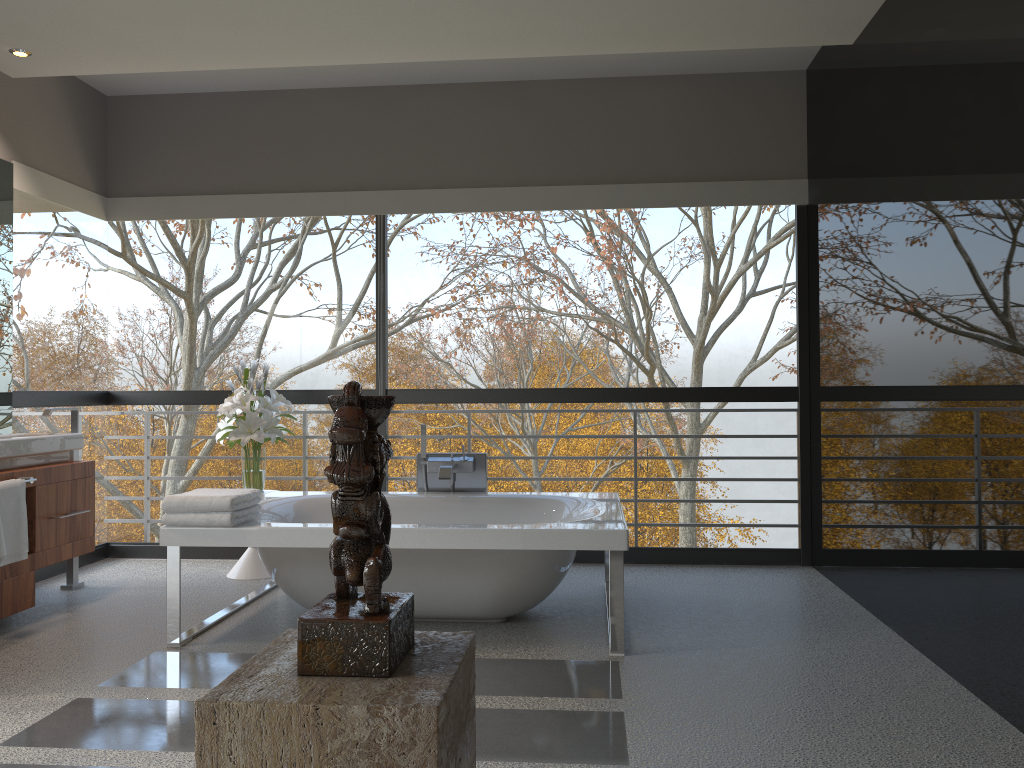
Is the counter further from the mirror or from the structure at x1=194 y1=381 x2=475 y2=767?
the structure at x1=194 y1=381 x2=475 y2=767

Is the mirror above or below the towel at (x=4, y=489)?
above

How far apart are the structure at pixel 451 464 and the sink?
1.8 meters

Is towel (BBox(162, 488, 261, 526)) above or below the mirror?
below

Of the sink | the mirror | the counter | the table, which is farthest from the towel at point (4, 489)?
the table

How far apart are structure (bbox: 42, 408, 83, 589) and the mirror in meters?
0.3

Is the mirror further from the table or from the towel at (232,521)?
the towel at (232,521)

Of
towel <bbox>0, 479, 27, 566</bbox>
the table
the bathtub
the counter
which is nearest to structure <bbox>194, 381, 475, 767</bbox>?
the bathtub

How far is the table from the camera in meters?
5.1 m

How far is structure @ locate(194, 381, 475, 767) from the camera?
1.0 meters
